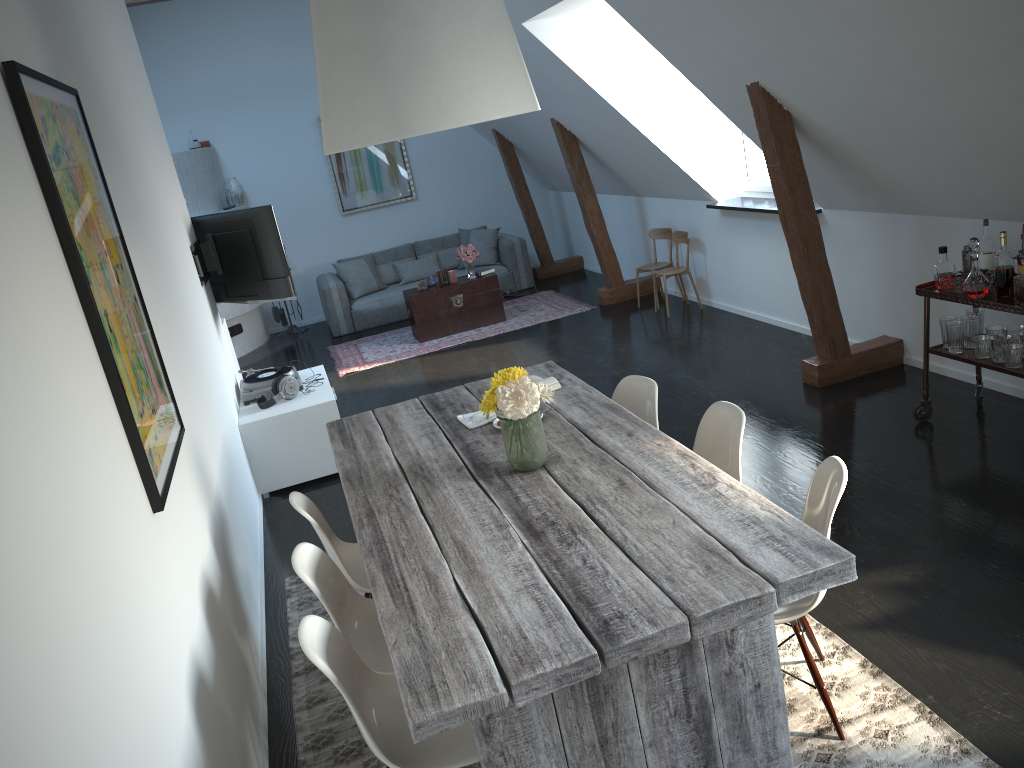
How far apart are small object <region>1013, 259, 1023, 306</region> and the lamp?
2.5 meters

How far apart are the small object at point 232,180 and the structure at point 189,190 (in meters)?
0.14

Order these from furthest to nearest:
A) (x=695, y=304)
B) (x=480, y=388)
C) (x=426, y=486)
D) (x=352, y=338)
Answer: (x=352, y=338) < (x=695, y=304) < (x=480, y=388) < (x=426, y=486)

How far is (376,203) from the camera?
11.0 meters

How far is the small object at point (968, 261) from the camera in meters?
4.4 m

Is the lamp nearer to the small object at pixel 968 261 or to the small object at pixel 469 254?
the small object at pixel 968 261

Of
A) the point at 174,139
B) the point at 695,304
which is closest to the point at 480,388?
the point at 695,304

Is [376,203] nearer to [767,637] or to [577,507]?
[577,507]

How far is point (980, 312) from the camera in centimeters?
448cm

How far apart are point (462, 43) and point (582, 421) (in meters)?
1.52
